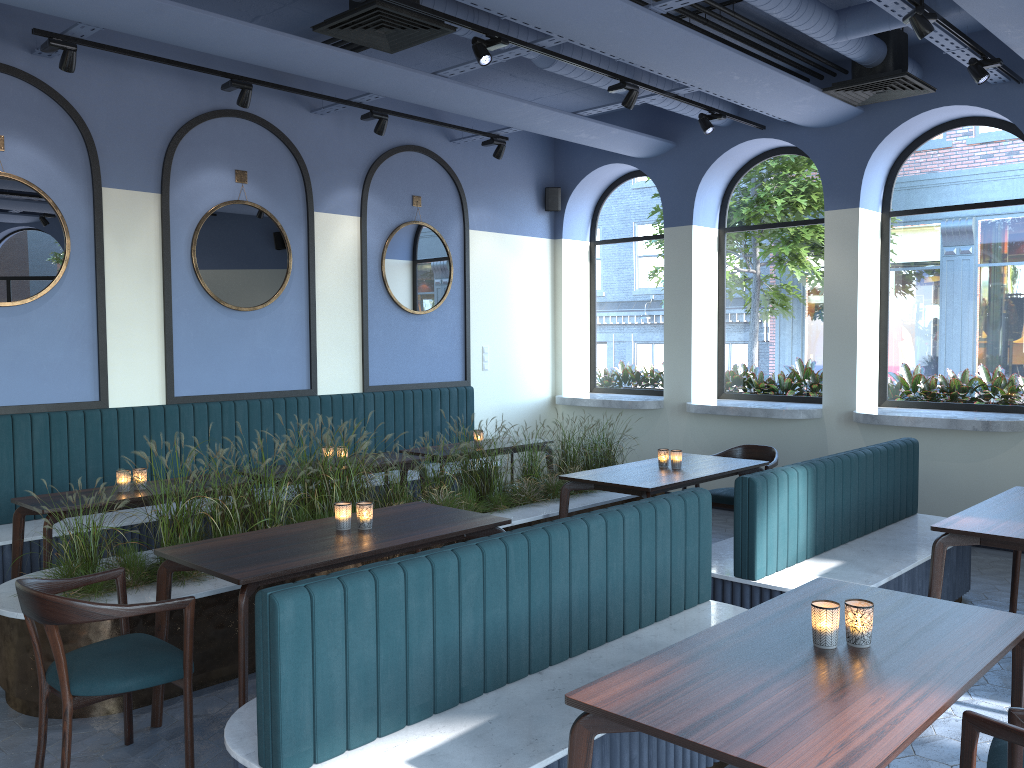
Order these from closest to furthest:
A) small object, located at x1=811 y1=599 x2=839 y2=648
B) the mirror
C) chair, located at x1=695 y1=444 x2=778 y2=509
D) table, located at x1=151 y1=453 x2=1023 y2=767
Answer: table, located at x1=151 y1=453 x2=1023 y2=767 → small object, located at x1=811 y1=599 x2=839 y2=648 → the mirror → chair, located at x1=695 y1=444 x2=778 y2=509

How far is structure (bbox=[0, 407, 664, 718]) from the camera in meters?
3.8 m

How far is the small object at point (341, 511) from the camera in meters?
4.0 m

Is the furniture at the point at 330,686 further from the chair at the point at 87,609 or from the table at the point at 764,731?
the chair at the point at 87,609

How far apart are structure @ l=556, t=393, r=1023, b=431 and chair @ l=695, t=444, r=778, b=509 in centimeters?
90cm

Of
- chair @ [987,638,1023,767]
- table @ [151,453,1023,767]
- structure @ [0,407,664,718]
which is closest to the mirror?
structure @ [0,407,664,718]

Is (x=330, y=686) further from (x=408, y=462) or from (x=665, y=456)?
(x=408, y=462)

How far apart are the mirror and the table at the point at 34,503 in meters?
1.5 m

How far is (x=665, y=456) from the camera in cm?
589

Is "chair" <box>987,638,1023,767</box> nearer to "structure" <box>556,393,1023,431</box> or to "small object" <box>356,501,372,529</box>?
"small object" <box>356,501,372,529</box>
